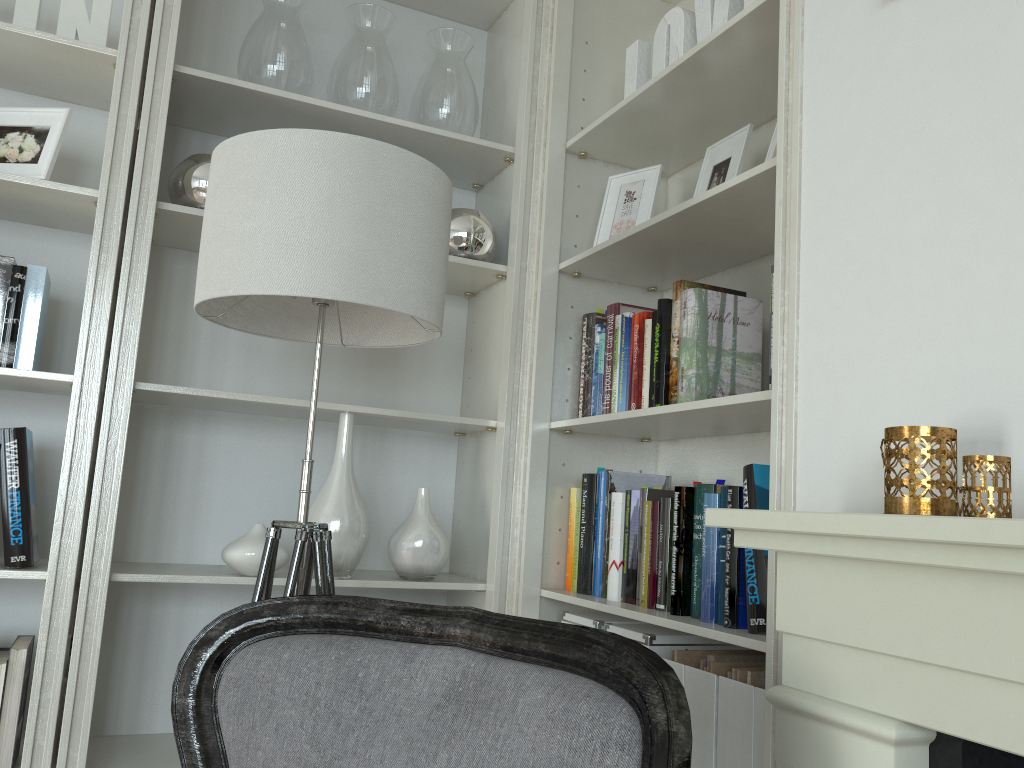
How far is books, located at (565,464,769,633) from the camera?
1.6 meters

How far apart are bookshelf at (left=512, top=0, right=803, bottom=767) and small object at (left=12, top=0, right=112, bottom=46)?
1.08m

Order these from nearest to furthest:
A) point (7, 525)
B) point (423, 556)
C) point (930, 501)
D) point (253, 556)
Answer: point (930, 501)
point (7, 525)
point (253, 556)
point (423, 556)

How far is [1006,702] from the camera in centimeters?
82cm

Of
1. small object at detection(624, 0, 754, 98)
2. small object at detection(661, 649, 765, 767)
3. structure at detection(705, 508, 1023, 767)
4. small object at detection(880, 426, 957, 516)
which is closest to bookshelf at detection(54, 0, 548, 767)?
small object at detection(624, 0, 754, 98)

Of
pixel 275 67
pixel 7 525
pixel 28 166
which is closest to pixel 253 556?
pixel 7 525

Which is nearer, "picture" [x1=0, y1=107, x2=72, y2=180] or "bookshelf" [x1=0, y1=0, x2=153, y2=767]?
"bookshelf" [x1=0, y1=0, x2=153, y2=767]

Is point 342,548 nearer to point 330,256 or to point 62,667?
point 62,667

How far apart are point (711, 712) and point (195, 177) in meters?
1.6 m

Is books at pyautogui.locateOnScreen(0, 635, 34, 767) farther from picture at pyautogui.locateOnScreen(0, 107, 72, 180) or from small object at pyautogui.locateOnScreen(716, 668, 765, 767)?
small object at pyautogui.locateOnScreen(716, 668, 765, 767)
